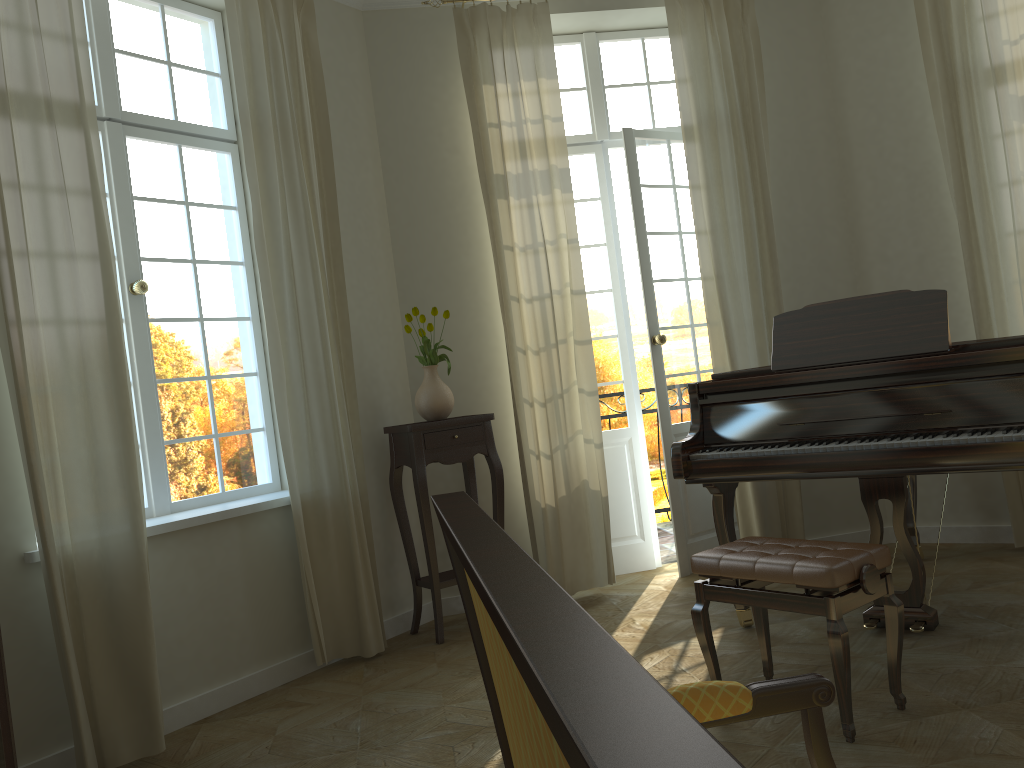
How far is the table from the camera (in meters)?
4.50

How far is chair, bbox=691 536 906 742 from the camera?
2.8 meters

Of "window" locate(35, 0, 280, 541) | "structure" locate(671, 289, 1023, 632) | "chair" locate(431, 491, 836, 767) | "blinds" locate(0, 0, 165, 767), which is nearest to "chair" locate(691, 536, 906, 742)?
"structure" locate(671, 289, 1023, 632)

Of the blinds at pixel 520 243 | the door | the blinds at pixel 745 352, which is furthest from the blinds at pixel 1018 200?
the blinds at pixel 520 243

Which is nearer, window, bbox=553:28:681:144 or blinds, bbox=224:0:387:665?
blinds, bbox=224:0:387:665

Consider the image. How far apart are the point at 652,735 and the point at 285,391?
3.9m

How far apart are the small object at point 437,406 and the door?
1.17m

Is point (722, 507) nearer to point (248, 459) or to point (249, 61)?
point (248, 459)

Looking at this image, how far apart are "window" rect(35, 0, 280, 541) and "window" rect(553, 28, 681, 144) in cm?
204

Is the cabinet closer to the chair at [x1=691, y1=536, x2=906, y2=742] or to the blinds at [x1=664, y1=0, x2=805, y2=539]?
the chair at [x1=691, y1=536, x2=906, y2=742]
